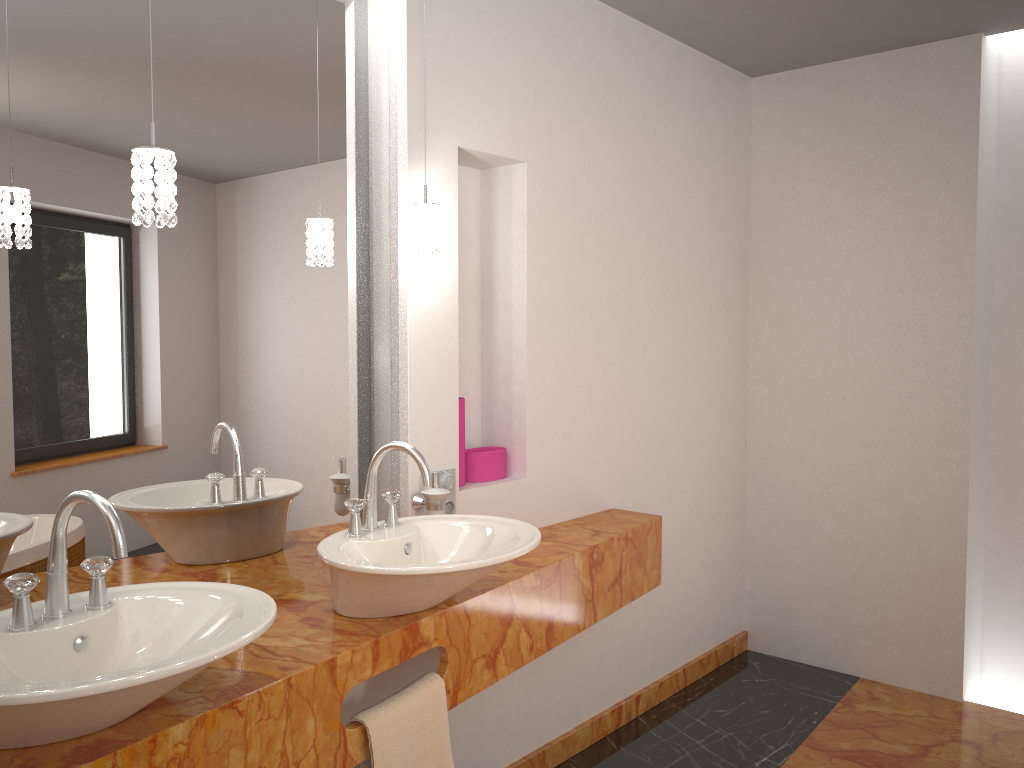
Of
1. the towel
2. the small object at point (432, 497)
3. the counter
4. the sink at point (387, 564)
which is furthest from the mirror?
the towel

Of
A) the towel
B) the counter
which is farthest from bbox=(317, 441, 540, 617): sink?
the towel

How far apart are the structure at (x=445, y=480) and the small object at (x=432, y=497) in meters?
0.1 m

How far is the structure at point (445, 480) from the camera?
2.4 meters

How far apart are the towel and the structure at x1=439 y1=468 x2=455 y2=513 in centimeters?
59cm

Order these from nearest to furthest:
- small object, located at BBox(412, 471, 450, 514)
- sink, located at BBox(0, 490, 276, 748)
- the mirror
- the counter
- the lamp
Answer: sink, located at BBox(0, 490, 276, 748), the counter, the lamp, the mirror, small object, located at BBox(412, 471, 450, 514)

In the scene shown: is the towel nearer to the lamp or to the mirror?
the mirror

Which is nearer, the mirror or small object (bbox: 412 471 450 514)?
the mirror

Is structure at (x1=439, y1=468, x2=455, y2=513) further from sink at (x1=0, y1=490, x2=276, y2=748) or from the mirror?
sink at (x1=0, y1=490, x2=276, y2=748)

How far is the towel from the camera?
1.8m
